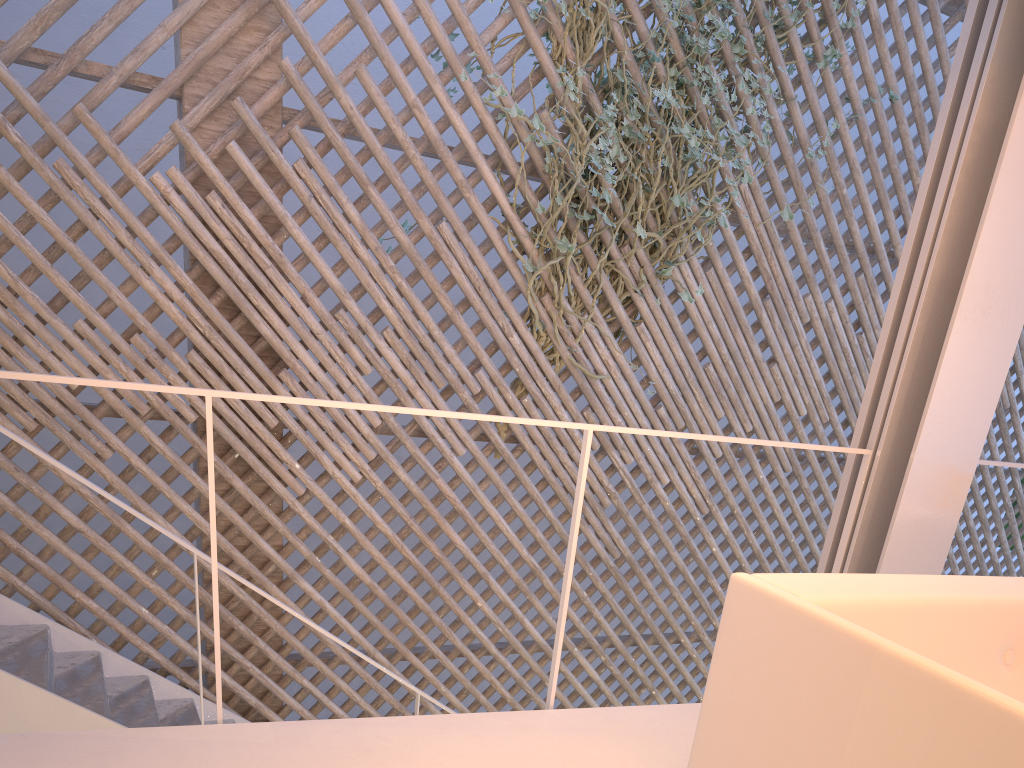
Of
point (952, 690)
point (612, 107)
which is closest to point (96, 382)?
point (952, 690)

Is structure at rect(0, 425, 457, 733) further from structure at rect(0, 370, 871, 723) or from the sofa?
the sofa

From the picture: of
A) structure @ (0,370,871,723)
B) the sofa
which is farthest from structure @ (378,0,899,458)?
the sofa

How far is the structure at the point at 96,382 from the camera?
1.1 meters

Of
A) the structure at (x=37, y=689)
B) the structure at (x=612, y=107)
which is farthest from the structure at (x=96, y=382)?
the structure at (x=612, y=107)

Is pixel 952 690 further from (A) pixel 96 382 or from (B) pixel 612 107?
(B) pixel 612 107

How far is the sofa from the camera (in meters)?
0.73

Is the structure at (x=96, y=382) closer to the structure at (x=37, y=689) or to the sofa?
the sofa

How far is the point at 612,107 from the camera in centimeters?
280cm

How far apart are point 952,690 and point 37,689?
1.8 meters
